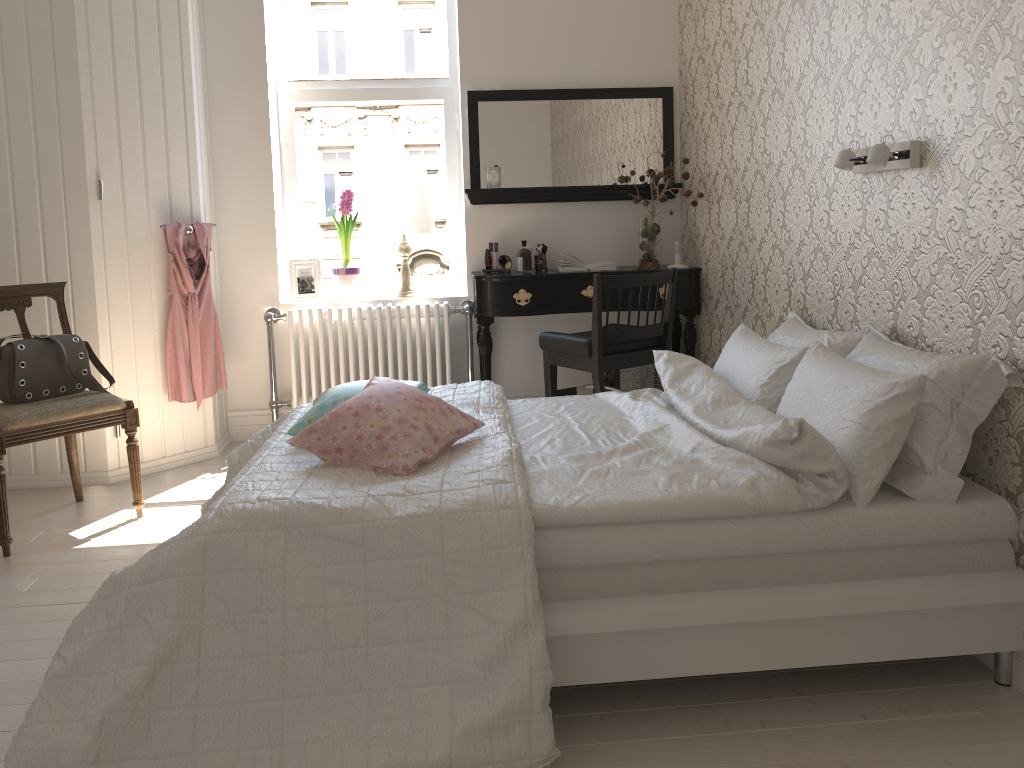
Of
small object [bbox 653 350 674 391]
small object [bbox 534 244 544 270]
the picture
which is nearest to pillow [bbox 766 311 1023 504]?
small object [bbox 653 350 674 391]

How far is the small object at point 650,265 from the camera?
4.24m

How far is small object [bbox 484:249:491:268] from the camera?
4.37m

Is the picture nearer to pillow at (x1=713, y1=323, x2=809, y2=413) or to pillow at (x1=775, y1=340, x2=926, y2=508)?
pillow at (x1=713, y1=323, x2=809, y2=413)

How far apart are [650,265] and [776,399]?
1.8m

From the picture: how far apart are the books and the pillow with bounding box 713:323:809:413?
1.3m

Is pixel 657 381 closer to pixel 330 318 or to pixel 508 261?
pixel 508 261

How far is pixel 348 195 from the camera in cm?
447

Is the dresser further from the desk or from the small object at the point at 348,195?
the desk

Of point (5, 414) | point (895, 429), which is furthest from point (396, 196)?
point (895, 429)
